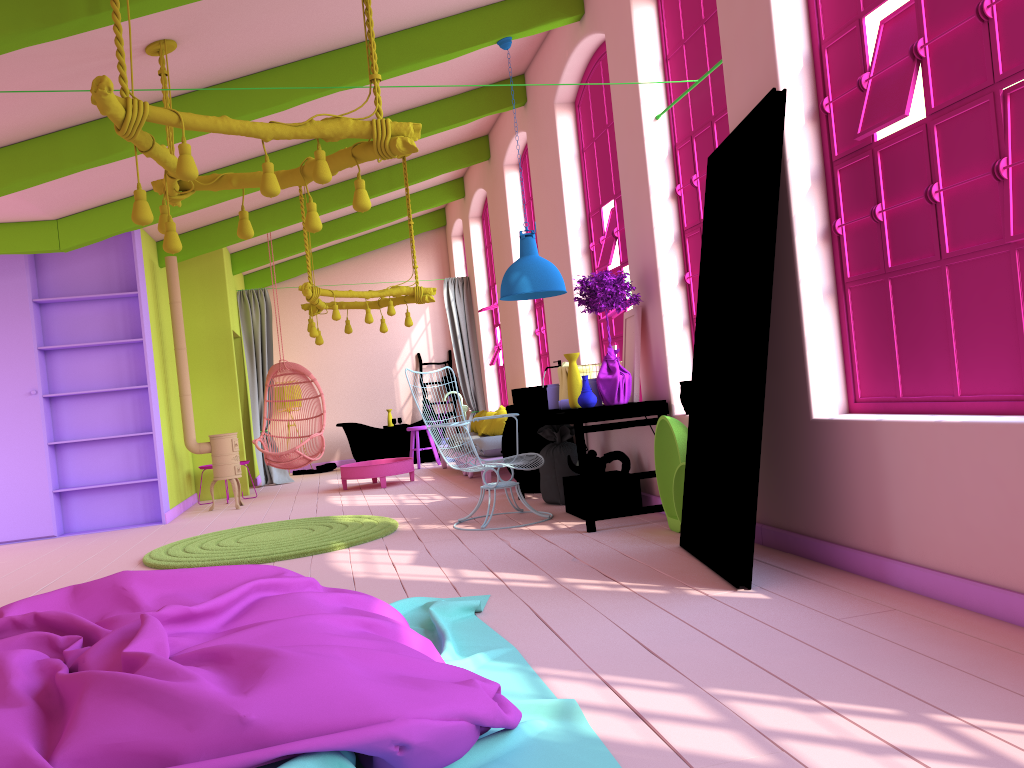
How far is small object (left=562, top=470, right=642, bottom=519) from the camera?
6.4 meters

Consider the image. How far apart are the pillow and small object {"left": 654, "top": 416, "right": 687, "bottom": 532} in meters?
4.3

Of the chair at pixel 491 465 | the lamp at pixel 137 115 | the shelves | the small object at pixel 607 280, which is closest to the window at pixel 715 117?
the small object at pixel 607 280

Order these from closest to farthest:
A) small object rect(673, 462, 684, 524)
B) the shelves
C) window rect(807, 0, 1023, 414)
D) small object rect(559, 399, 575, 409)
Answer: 1. window rect(807, 0, 1023, 414)
2. small object rect(673, 462, 684, 524)
3. small object rect(559, 399, 575, 409)
4. the shelves

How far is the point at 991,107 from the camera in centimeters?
325cm

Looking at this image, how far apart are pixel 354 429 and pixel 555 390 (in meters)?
6.96

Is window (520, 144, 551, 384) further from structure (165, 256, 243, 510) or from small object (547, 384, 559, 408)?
structure (165, 256, 243, 510)

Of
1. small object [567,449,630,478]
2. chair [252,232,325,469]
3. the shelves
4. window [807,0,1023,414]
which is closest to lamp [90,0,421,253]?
window [807,0,1023,414]

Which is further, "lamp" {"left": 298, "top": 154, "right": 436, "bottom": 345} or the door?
"lamp" {"left": 298, "top": 154, "right": 436, "bottom": 345}

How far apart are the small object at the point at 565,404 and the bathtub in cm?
717
